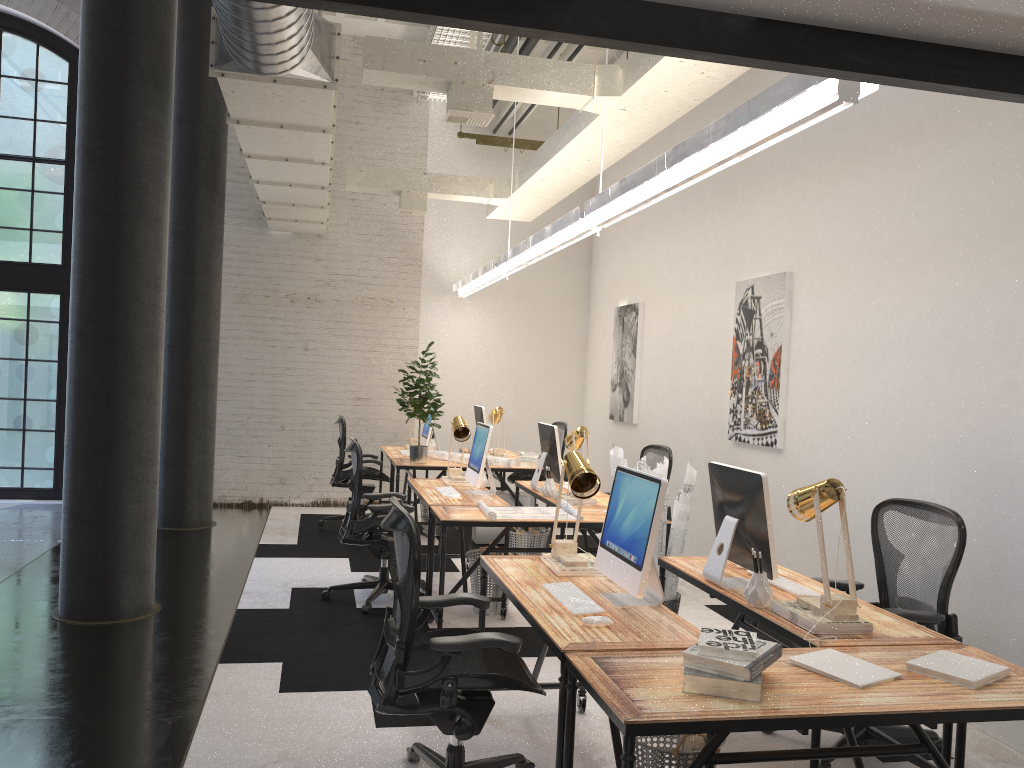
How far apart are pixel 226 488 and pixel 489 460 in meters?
3.5

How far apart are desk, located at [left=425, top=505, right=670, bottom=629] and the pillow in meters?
2.1 m

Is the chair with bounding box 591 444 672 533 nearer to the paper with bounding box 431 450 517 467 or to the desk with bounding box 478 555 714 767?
the paper with bounding box 431 450 517 467

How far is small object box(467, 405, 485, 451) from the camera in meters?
8.9 m

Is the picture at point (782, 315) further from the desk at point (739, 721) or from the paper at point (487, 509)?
the desk at point (739, 721)

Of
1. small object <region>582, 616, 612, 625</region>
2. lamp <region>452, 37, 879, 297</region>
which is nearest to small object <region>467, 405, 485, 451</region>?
lamp <region>452, 37, 879, 297</region>

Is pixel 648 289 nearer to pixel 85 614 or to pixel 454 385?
pixel 454 385

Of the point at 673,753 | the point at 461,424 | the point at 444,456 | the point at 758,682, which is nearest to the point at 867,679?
the point at 758,682

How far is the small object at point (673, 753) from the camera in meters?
2.8

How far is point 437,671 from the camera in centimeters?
284cm
